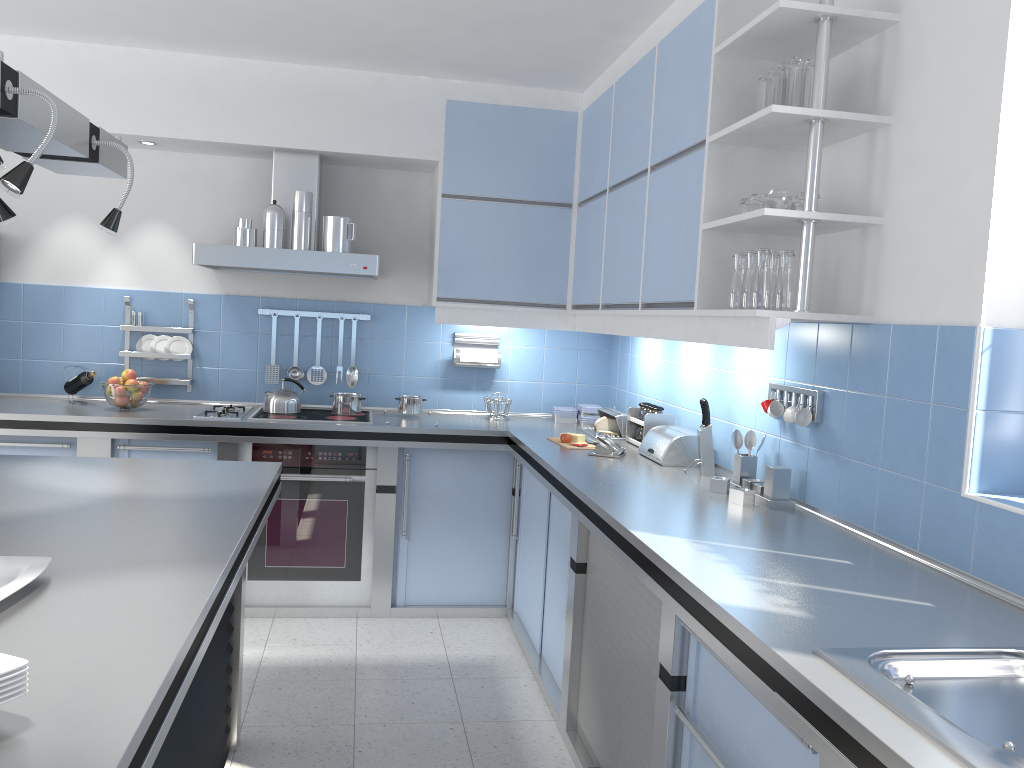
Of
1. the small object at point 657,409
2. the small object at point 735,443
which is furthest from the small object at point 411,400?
the small object at point 735,443

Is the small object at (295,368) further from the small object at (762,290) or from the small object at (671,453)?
the small object at (762,290)

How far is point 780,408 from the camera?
3.0m

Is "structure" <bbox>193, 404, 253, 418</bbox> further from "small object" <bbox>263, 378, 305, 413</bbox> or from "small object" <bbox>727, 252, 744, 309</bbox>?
"small object" <bbox>727, 252, 744, 309</bbox>

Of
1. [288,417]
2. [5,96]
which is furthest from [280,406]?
[5,96]

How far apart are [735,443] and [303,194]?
2.44m

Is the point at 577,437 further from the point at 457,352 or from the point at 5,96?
the point at 5,96

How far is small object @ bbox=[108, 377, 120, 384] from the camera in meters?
4.3 m

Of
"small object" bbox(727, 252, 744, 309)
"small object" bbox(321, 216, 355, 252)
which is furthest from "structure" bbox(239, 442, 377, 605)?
"small object" bbox(727, 252, 744, 309)

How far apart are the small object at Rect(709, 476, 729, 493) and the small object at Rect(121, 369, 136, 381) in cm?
292
